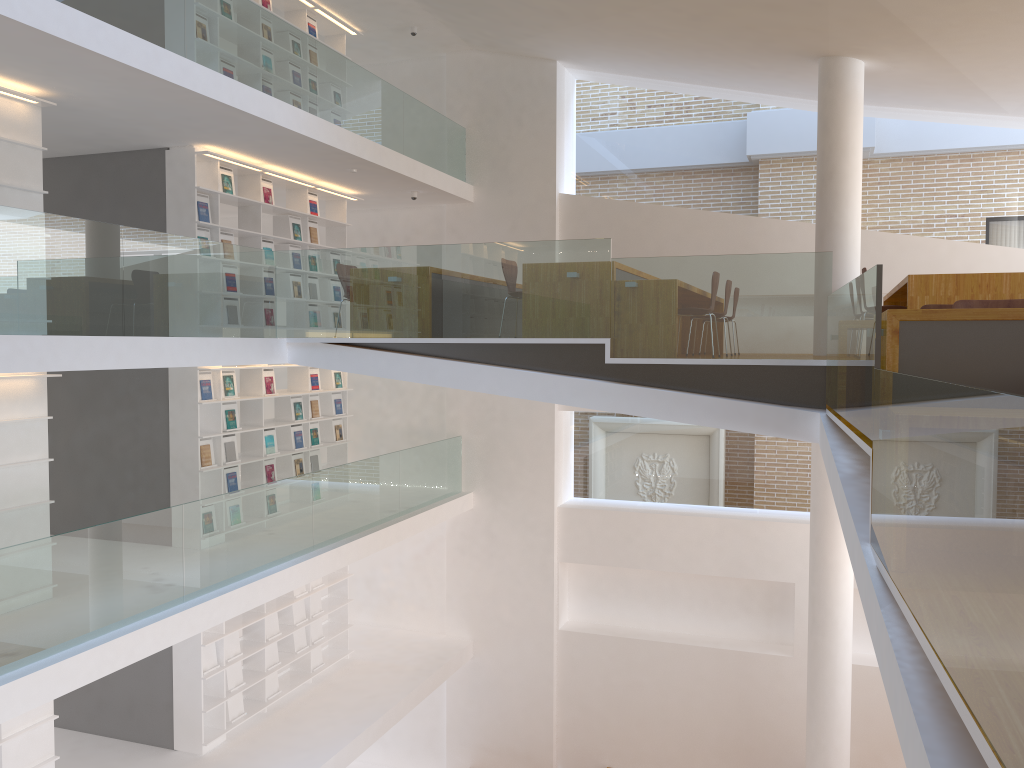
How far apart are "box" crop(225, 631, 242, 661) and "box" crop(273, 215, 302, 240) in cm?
441

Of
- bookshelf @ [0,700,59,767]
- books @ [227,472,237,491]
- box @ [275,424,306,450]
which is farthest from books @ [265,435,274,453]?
bookshelf @ [0,700,59,767]

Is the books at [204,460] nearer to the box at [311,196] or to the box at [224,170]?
the box at [224,170]

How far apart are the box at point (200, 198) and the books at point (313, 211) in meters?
1.9

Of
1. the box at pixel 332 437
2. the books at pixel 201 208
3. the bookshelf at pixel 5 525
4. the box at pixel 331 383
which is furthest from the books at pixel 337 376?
the bookshelf at pixel 5 525

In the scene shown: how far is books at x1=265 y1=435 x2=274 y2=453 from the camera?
9.7m

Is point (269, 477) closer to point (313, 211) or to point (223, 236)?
point (223, 236)

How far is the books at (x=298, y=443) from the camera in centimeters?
1025cm

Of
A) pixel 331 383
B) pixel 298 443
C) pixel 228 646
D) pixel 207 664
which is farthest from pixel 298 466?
pixel 207 664

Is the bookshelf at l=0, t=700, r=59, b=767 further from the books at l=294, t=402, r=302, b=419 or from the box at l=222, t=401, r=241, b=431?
the books at l=294, t=402, r=302, b=419
